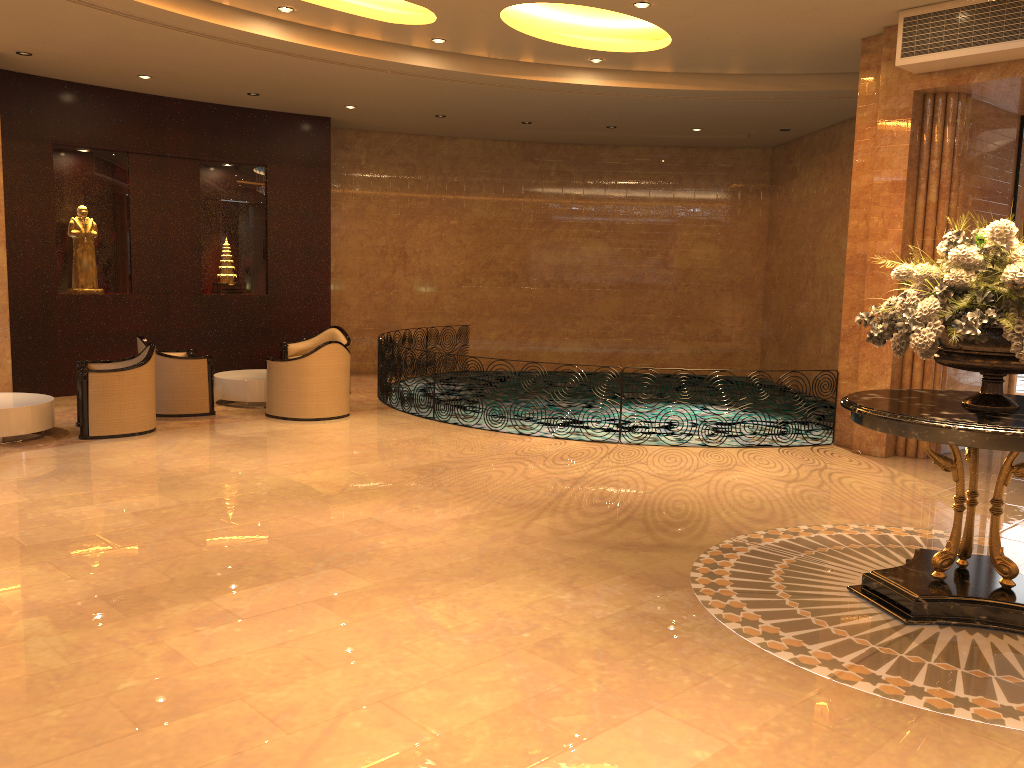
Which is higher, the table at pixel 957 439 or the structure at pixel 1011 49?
the structure at pixel 1011 49

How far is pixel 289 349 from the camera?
12.4m

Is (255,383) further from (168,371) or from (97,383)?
(97,383)

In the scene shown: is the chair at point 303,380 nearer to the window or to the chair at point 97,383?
the chair at point 97,383

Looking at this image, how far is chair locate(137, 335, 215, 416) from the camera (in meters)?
10.05

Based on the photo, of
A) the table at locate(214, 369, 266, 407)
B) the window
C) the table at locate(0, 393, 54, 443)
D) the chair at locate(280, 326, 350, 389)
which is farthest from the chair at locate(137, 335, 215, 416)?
the window

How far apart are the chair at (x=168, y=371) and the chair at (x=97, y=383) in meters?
0.5

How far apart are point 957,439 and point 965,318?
0.6m

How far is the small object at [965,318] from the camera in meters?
4.3

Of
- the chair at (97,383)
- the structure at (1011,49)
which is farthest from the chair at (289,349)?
the structure at (1011,49)
